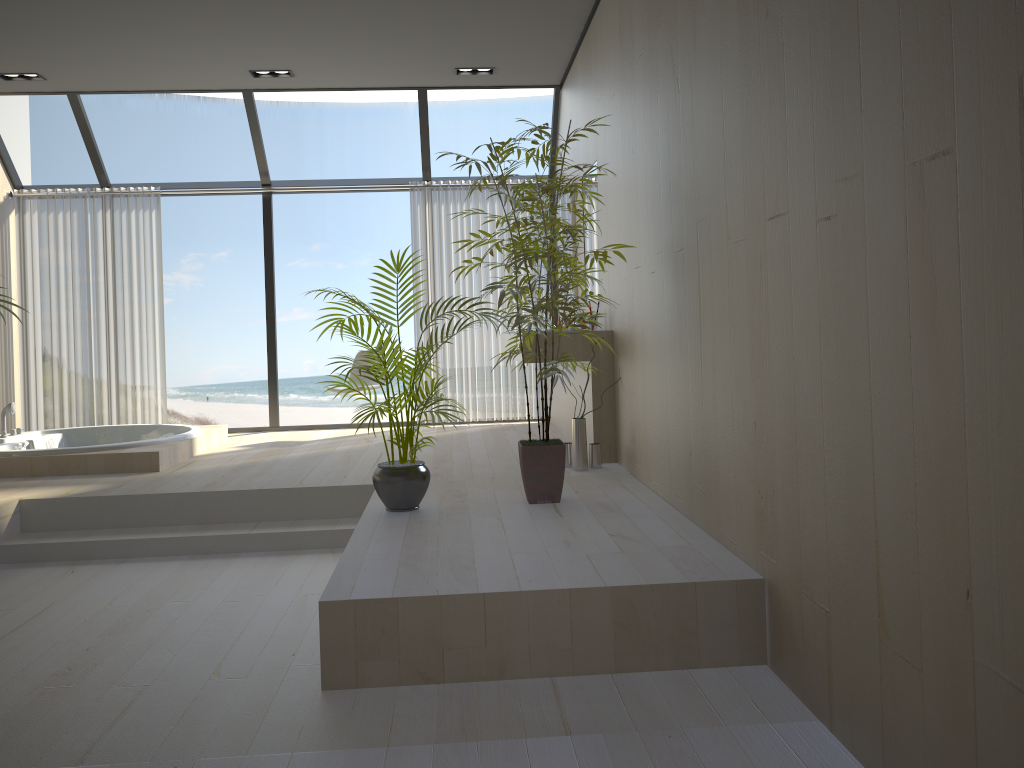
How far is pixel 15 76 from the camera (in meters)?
6.39

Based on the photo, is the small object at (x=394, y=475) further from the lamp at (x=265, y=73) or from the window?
the window

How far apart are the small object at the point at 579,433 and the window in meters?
3.3

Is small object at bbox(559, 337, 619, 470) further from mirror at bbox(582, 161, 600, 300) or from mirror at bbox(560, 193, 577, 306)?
mirror at bbox(560, 193, 577, 306)

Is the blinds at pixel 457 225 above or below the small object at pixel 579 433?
above

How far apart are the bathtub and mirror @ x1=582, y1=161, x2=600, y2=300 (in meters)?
2.90

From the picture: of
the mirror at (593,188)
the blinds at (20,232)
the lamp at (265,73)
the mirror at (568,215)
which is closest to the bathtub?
the blinds at (20,232)

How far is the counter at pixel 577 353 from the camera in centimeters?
515cm

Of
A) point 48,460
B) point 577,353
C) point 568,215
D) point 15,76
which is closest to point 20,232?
point 15,76

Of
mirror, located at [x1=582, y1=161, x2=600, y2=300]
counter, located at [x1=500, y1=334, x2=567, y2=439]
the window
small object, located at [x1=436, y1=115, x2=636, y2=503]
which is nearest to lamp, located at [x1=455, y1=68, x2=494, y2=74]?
the window
